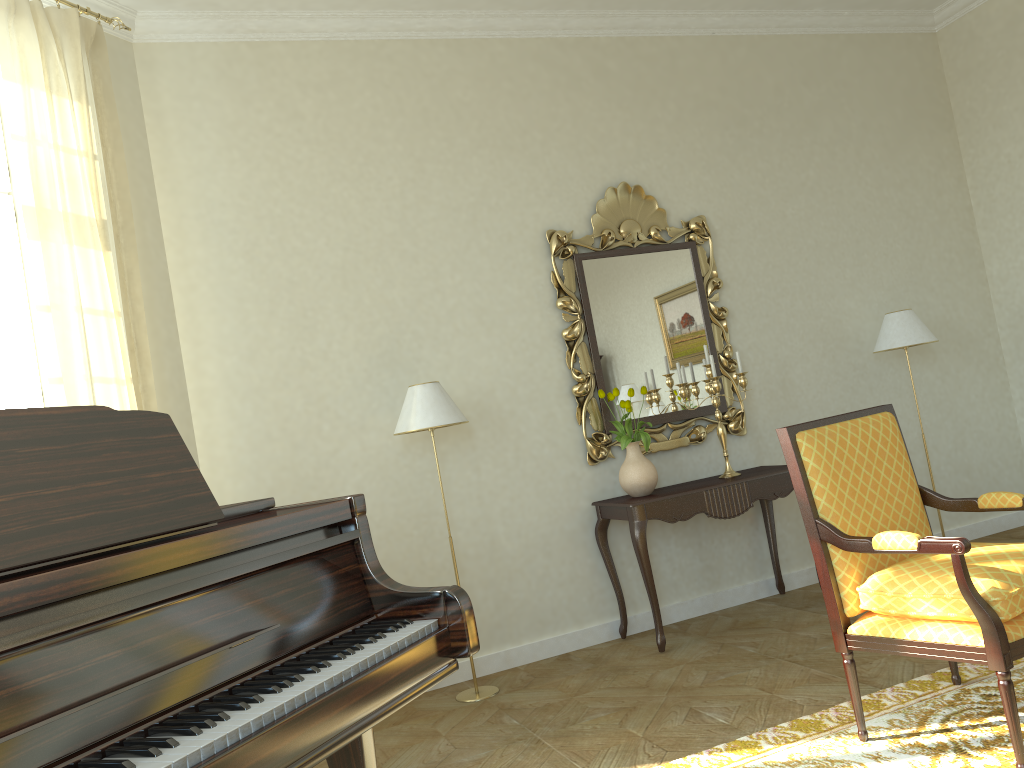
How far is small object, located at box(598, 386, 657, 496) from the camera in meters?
4.7 m

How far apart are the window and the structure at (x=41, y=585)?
2.21m

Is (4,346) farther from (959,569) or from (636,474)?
(959,569)

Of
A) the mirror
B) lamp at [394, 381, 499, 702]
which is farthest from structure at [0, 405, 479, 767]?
the mirror

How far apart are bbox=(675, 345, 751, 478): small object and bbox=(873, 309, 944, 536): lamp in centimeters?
106cm

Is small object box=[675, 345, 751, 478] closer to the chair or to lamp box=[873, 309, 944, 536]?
lamp box=[873, 309, 944, 536]

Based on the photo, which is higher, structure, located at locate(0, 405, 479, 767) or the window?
the window

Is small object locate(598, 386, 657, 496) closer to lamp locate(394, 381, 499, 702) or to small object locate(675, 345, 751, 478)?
small object locate(675, 345, 751, 478)

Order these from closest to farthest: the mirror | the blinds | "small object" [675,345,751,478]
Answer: the blinds
"small object" [675,345,751,478]
the mirror

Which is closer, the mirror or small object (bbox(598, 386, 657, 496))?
small object (bbox(598, 386, 657, 496))
